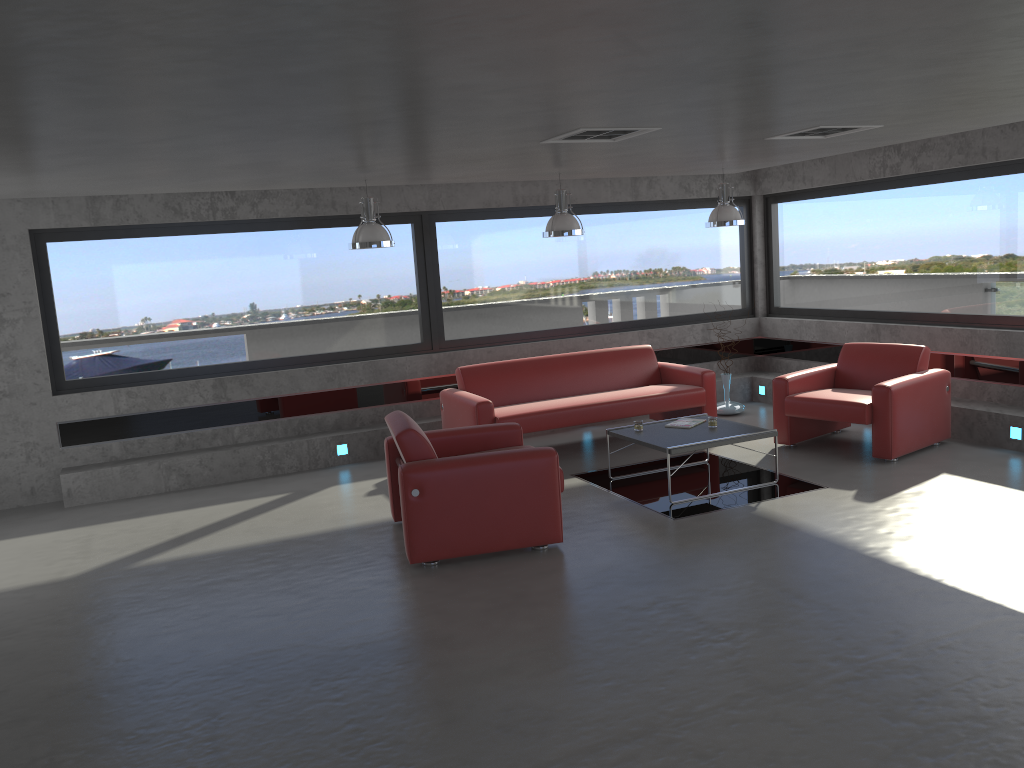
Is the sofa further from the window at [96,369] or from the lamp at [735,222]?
the lamp at [735,222]

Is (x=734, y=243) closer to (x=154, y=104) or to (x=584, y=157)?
(x=584, y=157)

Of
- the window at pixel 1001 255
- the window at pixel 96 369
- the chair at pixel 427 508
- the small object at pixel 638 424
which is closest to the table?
the small object at pixel 638 424

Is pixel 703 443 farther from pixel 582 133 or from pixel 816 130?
pixel 582 133

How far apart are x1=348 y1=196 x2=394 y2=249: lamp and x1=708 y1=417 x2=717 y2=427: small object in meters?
3.0

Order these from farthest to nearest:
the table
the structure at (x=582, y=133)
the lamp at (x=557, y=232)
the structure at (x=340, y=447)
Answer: the structure at (x=340, y=447) → the lamp at (x=557, y=232) → the table → the structure at (x=582, y=133)

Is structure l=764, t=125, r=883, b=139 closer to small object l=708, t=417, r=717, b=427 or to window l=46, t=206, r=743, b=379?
small object l=708, t=417, r=717, b=427

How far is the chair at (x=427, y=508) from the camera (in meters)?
5.60

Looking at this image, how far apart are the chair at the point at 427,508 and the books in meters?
1.5 m

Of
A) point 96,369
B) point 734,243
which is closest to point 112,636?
point 96,369
